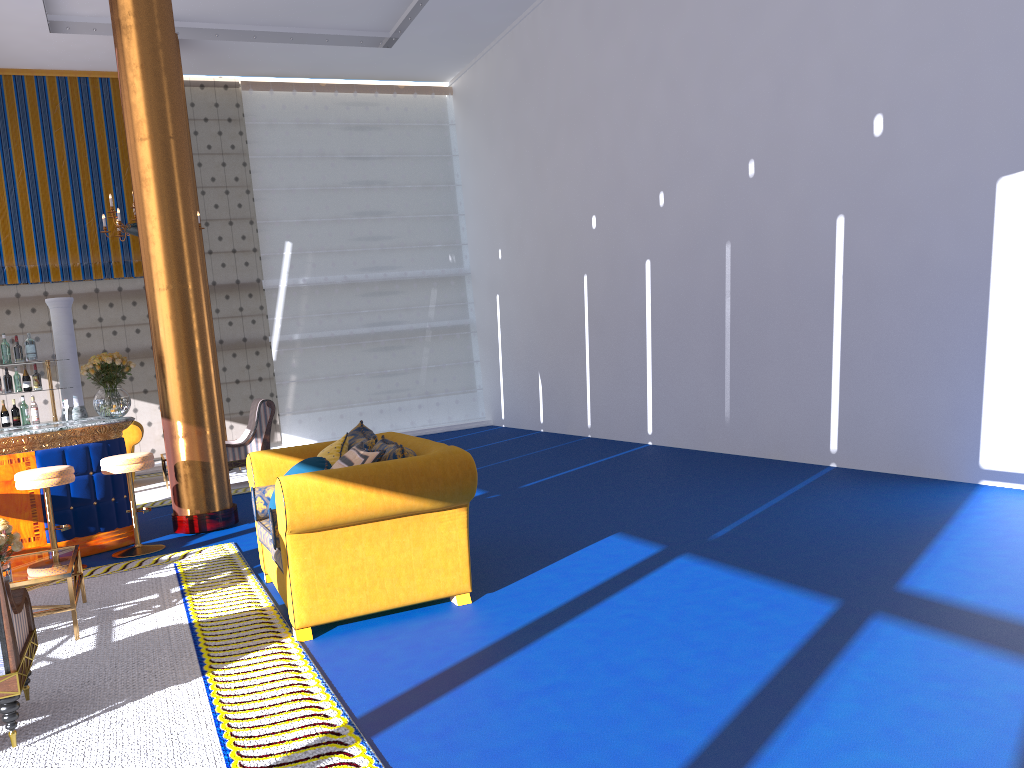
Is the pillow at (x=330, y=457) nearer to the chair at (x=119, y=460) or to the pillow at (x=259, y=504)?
the pillow at (x=259, y=504)

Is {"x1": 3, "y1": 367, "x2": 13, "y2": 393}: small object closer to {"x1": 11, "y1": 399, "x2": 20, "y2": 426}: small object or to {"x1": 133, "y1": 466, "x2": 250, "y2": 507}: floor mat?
{"x1": 11, "y1": 399, "x2": 20, "y2": 426}: small object

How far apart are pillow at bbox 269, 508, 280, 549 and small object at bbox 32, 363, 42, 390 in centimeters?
467cm

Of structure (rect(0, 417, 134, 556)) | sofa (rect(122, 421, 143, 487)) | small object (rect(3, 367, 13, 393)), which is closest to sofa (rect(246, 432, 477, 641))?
structure (rect(0, 417, 134, 556))

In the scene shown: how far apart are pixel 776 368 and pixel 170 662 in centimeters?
593cm

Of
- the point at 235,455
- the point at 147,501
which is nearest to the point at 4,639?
the point at 147,501

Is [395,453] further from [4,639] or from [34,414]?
[34,414]

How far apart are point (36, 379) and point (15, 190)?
5.9m

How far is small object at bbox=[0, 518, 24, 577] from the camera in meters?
4.8 m

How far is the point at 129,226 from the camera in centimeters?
1008cm
